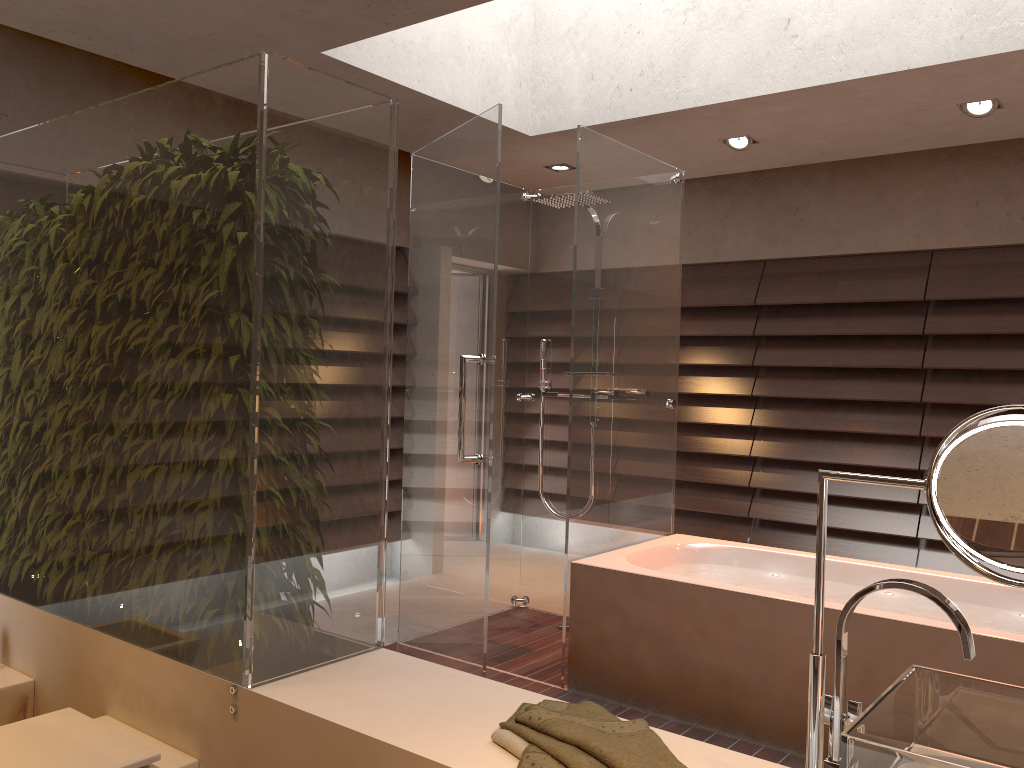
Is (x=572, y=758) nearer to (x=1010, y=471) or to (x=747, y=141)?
(x=1010, y=471)

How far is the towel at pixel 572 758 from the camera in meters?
1.3

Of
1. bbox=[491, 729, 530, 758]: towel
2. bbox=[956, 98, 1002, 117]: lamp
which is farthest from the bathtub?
bbox=[956, 98, 1002, 117]: lamp

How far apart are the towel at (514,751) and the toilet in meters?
0.7

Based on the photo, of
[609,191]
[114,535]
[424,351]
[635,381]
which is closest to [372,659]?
[114,535]

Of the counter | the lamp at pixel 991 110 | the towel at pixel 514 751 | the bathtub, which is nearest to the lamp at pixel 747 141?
the lamp at pixel 991 110

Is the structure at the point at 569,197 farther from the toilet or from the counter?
the toilet

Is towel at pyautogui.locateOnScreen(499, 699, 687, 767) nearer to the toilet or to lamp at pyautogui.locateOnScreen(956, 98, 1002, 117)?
the toilet

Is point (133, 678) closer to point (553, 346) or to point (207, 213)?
point (207, 213)

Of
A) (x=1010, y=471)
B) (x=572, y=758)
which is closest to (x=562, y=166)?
(x=572, y=758)
